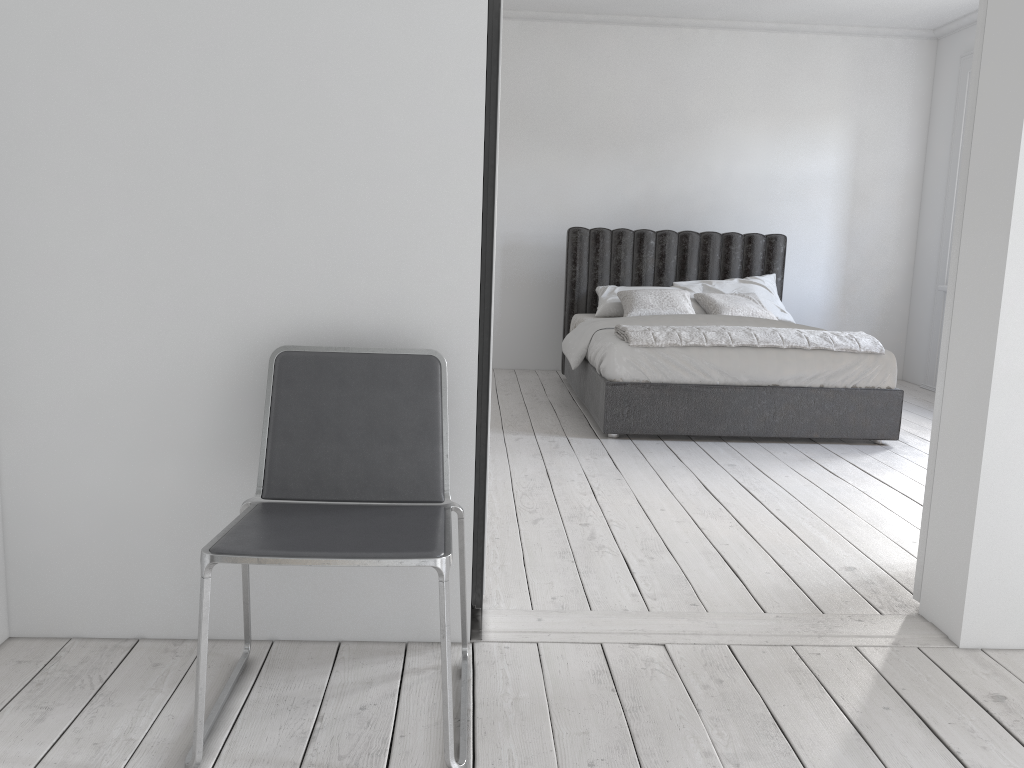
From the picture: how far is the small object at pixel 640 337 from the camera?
4.8m

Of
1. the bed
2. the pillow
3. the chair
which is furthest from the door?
the pillow

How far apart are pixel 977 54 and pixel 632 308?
3.67m

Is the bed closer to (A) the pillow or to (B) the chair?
(A) the pillow

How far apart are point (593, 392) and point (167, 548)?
3.3 meters

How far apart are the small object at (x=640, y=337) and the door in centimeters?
221cm

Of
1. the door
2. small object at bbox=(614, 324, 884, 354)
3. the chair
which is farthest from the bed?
the chair

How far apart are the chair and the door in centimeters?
143cm

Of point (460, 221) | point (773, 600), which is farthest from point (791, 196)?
point (460, 221)

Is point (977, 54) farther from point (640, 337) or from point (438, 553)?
point (640, 337)
